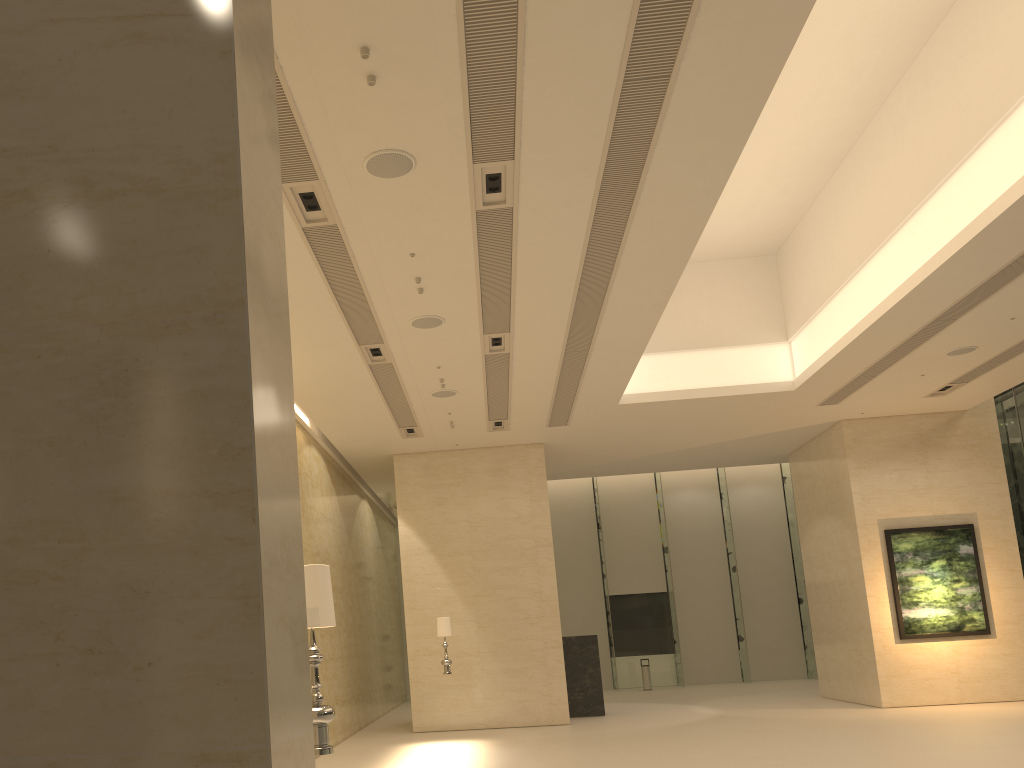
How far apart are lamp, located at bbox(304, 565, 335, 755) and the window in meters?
21.2 m

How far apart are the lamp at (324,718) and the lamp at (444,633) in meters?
11.1 m

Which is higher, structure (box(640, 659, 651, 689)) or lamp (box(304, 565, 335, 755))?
lamp (box(304, 565, 335, 755))

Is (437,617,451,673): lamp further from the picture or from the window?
the window

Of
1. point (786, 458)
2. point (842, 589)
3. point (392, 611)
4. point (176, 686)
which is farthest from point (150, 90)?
point (392, 611)

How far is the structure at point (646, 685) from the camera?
26.3m

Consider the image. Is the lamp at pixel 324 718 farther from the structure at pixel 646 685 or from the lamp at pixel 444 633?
the structure at pixel 646 685

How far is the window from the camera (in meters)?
27.96

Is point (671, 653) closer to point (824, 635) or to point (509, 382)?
point (824, 635)

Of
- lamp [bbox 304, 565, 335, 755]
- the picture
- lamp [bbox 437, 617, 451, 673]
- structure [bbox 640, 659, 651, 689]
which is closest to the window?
structure [bbox 640, 659, 651, 689]
